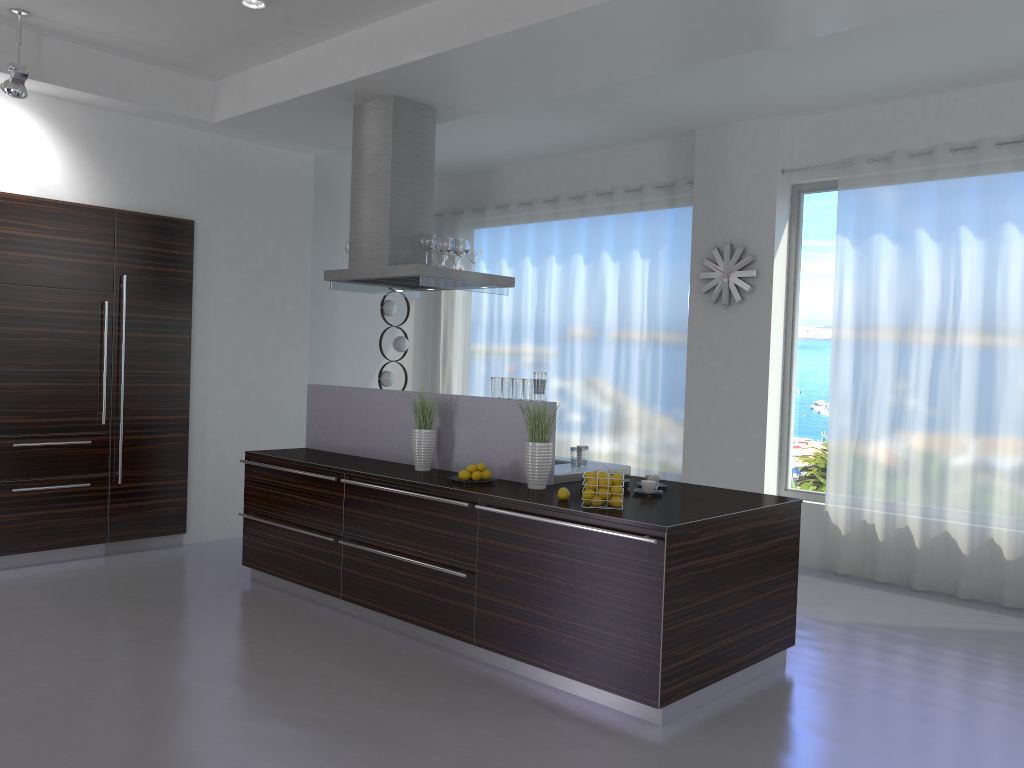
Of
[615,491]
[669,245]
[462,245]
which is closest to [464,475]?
[615,491]

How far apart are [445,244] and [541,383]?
1.5m

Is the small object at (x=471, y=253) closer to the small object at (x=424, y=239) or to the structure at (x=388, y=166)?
the structure at (x=388, y=166)

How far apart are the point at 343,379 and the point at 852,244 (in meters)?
4.97

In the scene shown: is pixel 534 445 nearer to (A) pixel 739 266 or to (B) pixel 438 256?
(B) pixel 438 256

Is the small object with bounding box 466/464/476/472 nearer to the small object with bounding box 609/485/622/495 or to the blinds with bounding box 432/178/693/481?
the small object with bounding box 609/485/622/495

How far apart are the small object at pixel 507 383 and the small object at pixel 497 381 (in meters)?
0.06

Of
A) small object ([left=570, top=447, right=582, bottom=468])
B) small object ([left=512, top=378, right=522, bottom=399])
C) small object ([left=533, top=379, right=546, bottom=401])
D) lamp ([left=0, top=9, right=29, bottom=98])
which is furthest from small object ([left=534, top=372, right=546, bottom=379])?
lamp ([left=0, top=9, right=29, bottom=98])

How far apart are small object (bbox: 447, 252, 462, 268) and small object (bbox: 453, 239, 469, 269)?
0.4m

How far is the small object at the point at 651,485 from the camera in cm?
454
